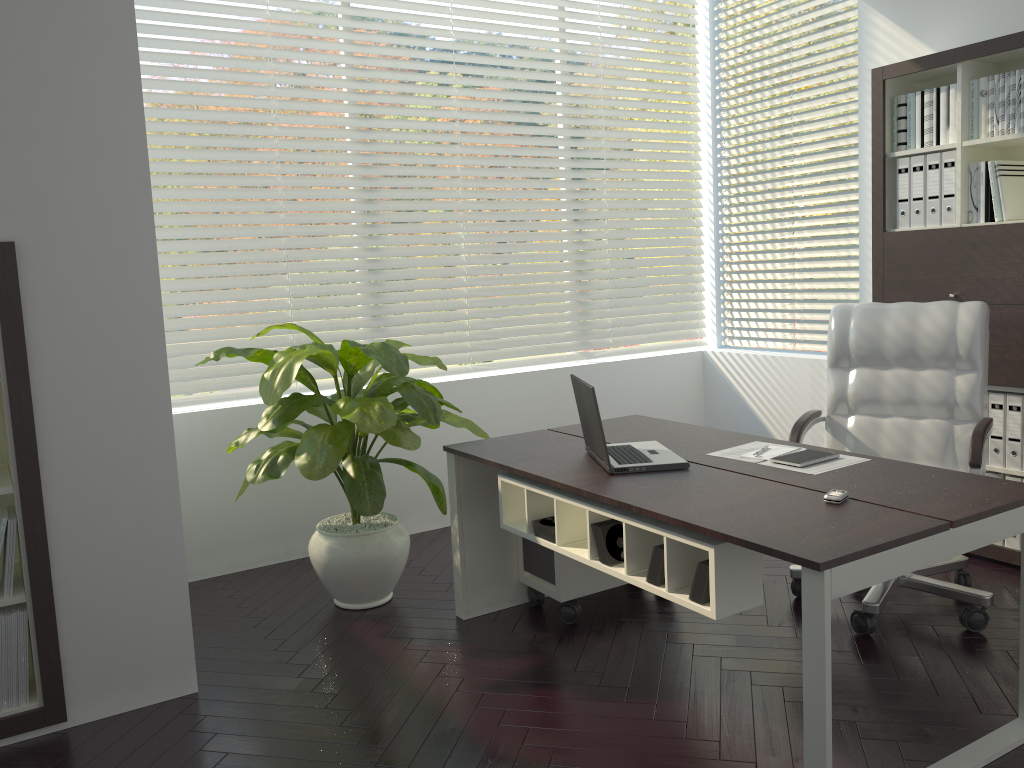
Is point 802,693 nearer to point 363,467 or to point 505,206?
point 363,467

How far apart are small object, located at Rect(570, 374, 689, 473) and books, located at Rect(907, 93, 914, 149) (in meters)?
2.02

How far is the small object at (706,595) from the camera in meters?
2.4

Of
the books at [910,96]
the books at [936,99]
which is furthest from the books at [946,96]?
the books at [910,96]

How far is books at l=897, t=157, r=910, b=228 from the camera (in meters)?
4.04

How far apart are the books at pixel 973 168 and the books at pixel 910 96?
0.32m

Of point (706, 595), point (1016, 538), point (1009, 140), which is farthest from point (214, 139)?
point (1016, 538)

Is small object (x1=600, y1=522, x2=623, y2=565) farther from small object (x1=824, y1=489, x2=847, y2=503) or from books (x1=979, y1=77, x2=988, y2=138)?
books (x1=979, y1=77, x2=988, y2=138)

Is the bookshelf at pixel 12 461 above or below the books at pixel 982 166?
below

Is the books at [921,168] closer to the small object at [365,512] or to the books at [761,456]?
the books at [761,456]
